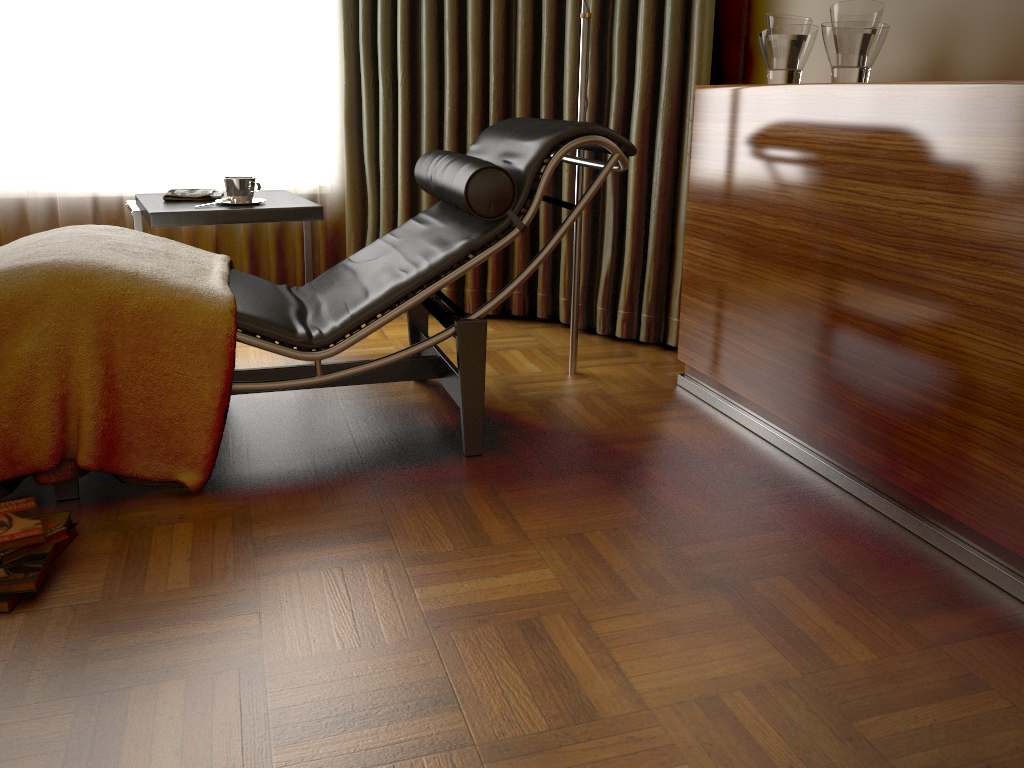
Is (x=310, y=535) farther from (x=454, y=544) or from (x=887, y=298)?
(x=887, y=298)

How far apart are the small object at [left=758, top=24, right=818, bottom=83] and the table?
1.3m

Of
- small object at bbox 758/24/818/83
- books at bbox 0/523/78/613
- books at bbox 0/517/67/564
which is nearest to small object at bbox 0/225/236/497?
books at bbox 0/517/67/564

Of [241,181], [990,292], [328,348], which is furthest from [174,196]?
[990,292]

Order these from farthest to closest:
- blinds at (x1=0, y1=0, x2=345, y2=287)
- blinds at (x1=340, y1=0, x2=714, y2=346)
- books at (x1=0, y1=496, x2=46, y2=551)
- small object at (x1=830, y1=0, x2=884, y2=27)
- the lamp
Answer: blinds at (x1=0, y1=0, x2=345, y2=287) < blinds at (x1=340, y1=0, x2=714, y2=346) < the lamp < small object at (x1=830, y1=0, x2=884, y2=27) < books at (x1=0, y1=496, x2=46, y2=551)

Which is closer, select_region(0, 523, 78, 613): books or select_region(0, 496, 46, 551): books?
select_region(0, 523, 78, 613): books

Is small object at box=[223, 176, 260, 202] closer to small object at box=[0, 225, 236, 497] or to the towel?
the towel

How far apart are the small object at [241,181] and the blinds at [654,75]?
0.8m

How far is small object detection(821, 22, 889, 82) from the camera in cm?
200

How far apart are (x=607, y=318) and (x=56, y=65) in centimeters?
222cm
